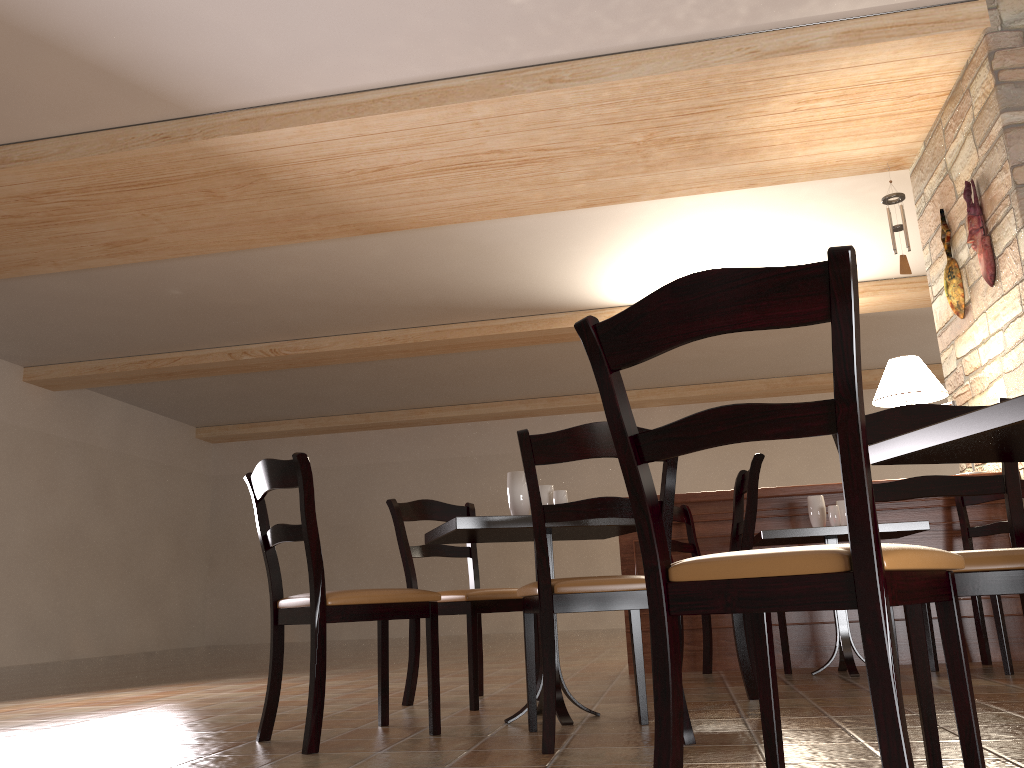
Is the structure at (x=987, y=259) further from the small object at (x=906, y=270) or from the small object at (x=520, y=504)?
the small object at (x=520, y=504)

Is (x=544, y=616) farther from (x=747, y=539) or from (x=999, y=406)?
(x=999, y=406)

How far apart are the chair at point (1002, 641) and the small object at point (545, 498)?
2.0 meters

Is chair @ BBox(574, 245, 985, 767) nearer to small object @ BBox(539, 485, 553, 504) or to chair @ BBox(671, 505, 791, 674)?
small object @ BBox(539, 485, 553, 504)

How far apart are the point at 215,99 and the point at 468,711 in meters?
3.6

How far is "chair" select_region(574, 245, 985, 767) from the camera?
1.2 meters

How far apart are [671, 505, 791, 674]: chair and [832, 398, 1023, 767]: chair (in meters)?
2.09

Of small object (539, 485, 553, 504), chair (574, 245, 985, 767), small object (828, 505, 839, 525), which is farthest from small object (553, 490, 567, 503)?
small object (828, 505, 839, 525)

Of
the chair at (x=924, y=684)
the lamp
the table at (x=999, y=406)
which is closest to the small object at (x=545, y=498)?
Answer: the chair at (x=924, y=684)

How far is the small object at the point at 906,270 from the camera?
5.6m
